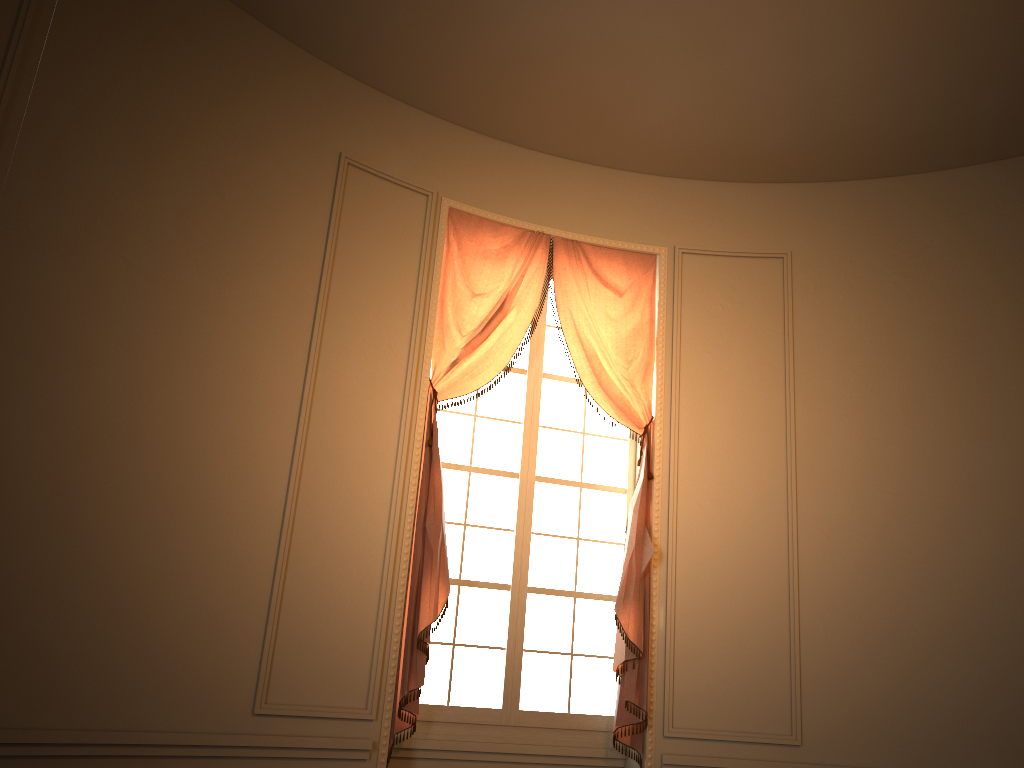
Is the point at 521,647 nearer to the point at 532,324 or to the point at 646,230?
the point at 532,324

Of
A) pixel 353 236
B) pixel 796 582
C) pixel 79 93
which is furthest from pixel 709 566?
pixel 79 93

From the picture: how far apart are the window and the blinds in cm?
12

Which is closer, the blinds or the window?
the blinds

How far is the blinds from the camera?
4.32m

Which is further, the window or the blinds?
the window

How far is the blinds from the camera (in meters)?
4.32

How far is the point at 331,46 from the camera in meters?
4.6

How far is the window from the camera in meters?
4.6 m

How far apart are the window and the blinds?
0.12m
